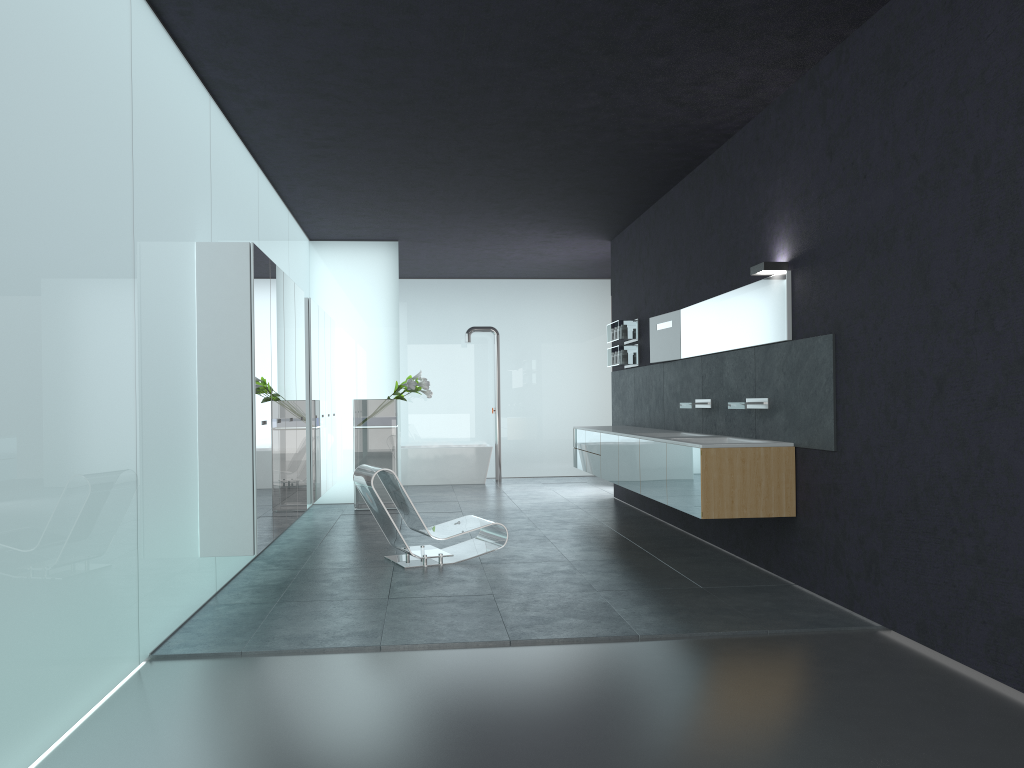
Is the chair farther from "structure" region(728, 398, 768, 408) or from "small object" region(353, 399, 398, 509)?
"small object" region(353, 399, 398, 509)

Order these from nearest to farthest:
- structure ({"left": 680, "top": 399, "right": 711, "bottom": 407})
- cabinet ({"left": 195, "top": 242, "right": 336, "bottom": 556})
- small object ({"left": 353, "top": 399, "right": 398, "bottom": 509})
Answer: cabinet ({"left": 195, "top": 242, "right": 336, "bottom": 556}) < structure ({"left": 680, "top": 399, "right": 711, "bottom": 407}) < small object ({"left": 353, "top": 399, "right": 398, "bottom": 509})

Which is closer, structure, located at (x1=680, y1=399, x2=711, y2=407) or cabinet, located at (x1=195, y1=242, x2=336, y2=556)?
cabinet, located at (x1=195, y1=242, x2=336, y2=556)

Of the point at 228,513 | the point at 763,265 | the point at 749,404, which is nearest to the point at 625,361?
the point at 749,404

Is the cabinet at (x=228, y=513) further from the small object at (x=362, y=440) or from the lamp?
the lamp

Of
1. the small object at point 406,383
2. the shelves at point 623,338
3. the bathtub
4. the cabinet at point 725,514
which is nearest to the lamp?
the cabinet at point 725,514

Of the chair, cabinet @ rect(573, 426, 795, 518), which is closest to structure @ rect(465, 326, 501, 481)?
cabinet @ rect(573, 426, 795, 518)

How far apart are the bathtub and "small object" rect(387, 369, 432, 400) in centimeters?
321cm

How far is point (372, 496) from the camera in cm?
767

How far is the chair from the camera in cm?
767
